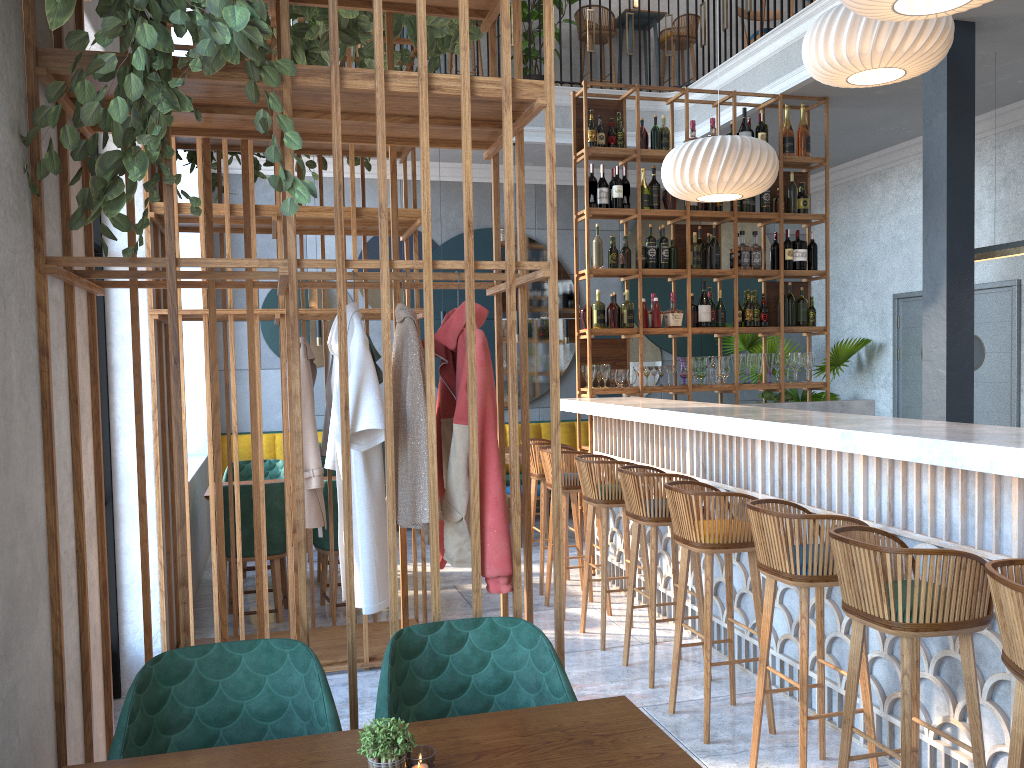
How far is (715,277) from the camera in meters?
6.8 m

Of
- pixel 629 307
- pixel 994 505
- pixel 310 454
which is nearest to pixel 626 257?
pixel 629 307

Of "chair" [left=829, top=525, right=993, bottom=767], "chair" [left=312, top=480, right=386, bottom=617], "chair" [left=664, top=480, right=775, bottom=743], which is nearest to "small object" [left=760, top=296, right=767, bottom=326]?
"chair" [left=664, top=480, right=775, bottom=743]

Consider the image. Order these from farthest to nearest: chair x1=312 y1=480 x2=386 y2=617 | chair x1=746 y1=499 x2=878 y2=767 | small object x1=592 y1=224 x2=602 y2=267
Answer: small object x1=592 y1=224 x2=602 y2=267 → chair x1=312 y1=480 x2=386 y2=617 → chair x1=746 y1=499 x2=878 y2=767

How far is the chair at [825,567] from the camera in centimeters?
297cm

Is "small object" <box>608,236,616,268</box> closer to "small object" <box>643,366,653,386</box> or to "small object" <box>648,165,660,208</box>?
"small object" <box>648,165,660,208</box>

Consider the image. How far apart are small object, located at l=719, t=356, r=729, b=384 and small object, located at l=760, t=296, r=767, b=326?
0.4m

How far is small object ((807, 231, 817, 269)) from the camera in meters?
6.8

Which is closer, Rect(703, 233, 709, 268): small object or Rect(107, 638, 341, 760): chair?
Rect(107, 638, 341, 760): chair

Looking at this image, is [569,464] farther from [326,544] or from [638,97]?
[638,97]
